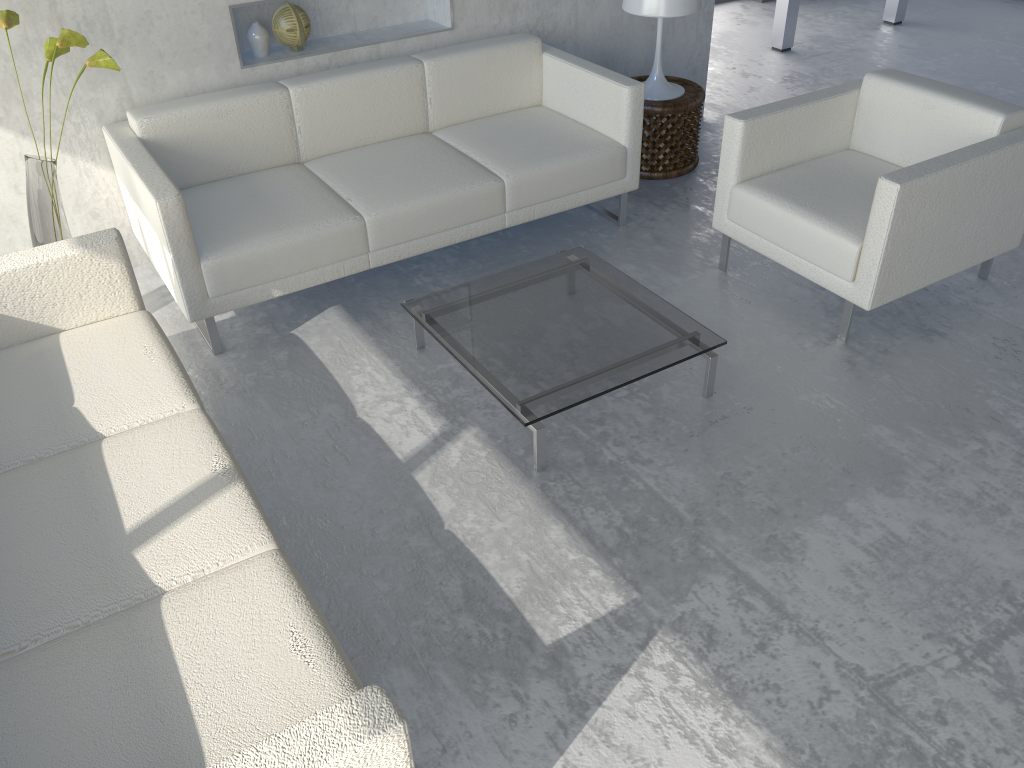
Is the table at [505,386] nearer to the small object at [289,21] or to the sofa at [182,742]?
the sofa at [182,742]

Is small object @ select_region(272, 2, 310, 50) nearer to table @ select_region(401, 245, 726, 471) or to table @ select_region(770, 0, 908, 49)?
table @ select_region(401, 245, 726, 471)

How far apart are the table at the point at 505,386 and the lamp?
1.22m

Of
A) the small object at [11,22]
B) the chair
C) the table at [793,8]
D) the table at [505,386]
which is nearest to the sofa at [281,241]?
the small object at [11,22]

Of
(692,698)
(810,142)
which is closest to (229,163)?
(810,142)

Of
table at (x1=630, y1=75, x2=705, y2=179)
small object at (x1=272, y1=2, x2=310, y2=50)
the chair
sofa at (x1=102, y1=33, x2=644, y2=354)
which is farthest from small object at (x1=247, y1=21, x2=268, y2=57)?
the chair

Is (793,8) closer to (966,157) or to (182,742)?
(966,157)

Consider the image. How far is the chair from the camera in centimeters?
277cm

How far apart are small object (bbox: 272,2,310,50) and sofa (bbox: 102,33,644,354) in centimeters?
23cm

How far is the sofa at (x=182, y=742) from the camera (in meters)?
1.44
